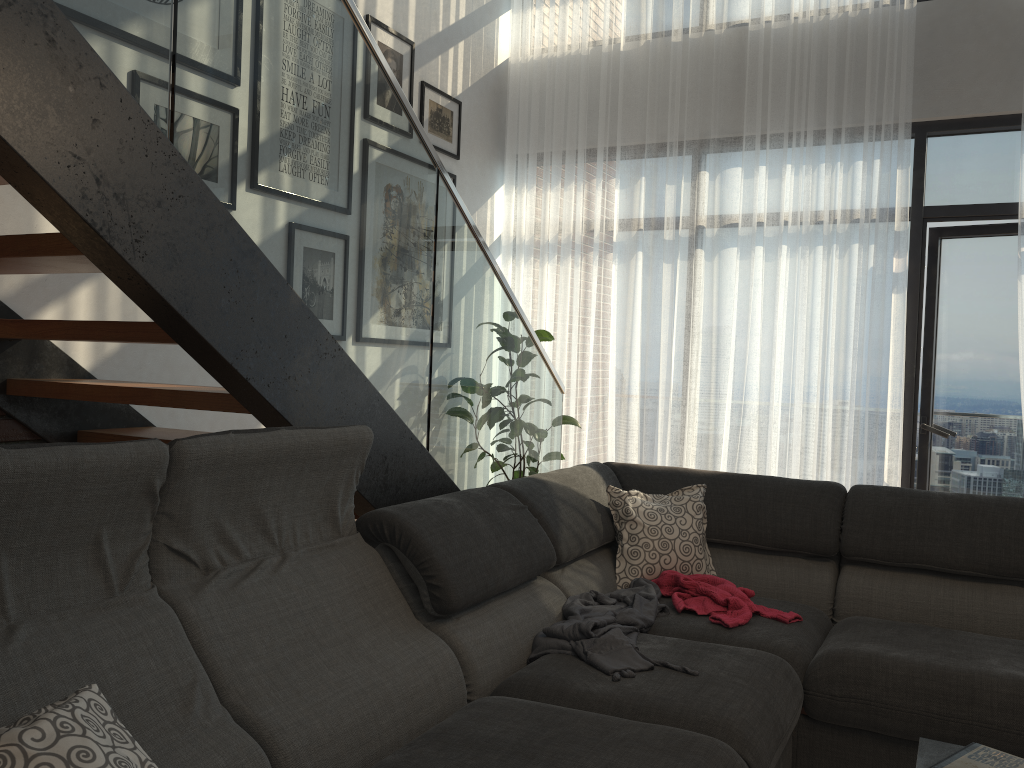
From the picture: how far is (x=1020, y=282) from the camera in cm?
421

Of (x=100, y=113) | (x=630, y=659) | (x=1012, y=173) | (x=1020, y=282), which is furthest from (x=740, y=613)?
(x=1012, y=173)

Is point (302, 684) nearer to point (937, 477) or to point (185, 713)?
point (185, 713)

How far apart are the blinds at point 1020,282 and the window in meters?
0.4

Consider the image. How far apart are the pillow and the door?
2.1m

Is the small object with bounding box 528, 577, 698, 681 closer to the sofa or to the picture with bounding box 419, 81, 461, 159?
the sofa

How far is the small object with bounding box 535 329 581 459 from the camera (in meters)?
5.10

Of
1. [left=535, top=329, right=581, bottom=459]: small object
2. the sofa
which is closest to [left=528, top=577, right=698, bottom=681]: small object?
the sofa

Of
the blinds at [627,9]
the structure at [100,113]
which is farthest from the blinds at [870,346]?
the structure at [100,113]

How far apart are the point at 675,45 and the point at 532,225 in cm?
129
